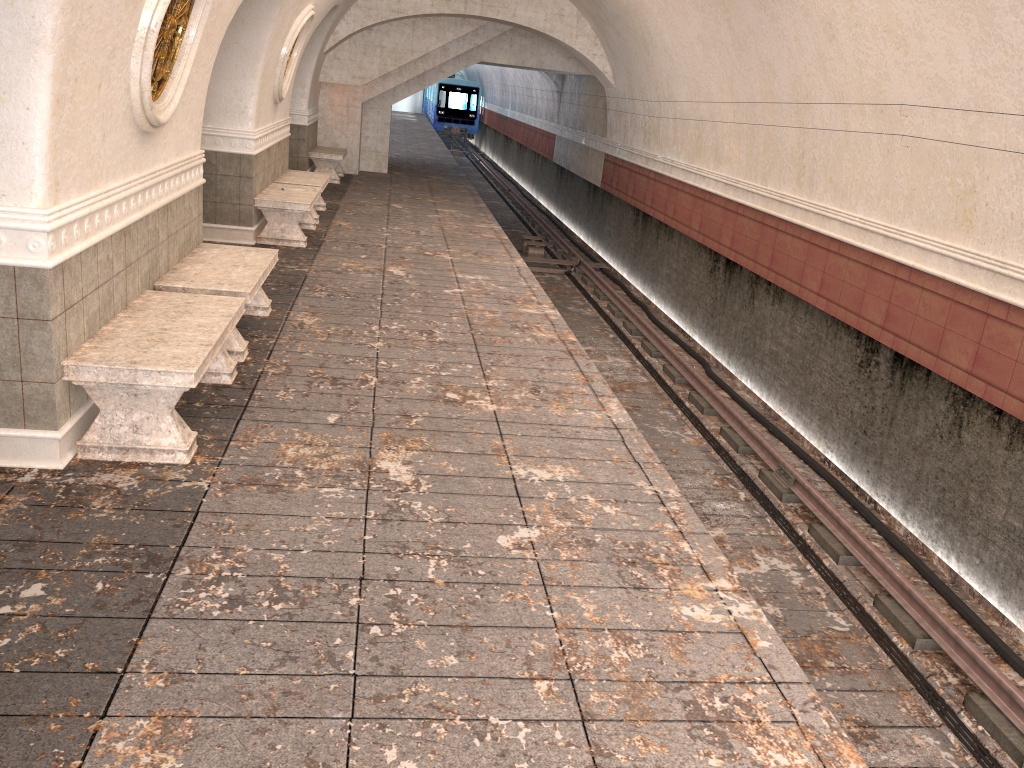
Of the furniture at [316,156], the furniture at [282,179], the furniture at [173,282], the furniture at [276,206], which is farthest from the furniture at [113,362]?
the furniture at [316,156]

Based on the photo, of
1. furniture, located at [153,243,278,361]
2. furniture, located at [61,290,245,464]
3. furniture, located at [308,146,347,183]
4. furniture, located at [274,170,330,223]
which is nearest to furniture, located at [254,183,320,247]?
furniture, located at [274,170,330,223]

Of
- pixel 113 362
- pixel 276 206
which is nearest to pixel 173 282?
pixel 113 362

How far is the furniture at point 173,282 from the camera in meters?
5.8

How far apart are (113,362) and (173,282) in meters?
1.7

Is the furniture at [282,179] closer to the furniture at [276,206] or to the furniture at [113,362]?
the furniture at [276,206]

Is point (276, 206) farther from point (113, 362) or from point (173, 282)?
point (113, 362)

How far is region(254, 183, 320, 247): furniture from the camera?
9.8m

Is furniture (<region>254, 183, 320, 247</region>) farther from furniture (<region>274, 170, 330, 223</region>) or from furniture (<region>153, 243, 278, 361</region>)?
furniture (<region>153, 243, 278, 361</region>)

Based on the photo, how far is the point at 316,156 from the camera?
15.7m
